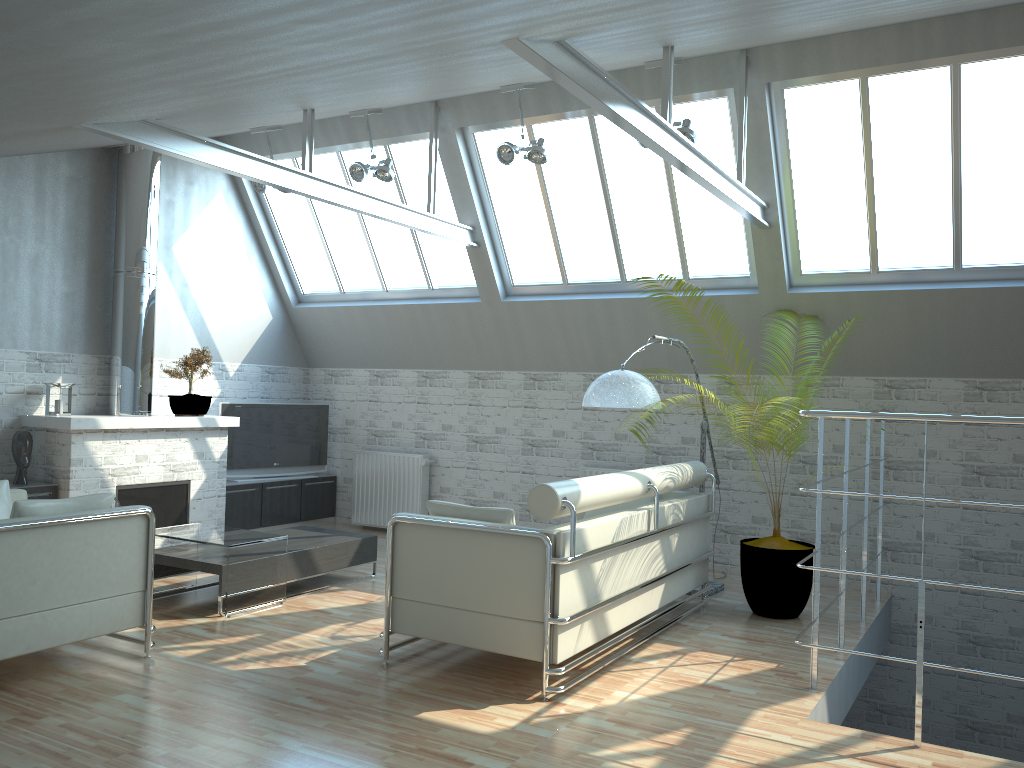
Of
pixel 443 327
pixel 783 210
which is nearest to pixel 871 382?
pixel 783 210

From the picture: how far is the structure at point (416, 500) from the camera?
17.5 meters

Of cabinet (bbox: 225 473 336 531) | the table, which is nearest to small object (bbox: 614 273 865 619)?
the table

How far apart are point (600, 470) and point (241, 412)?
7.0 meters

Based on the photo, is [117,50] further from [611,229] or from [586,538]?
[611,229]

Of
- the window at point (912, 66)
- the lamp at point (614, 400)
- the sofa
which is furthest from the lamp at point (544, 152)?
the sofa

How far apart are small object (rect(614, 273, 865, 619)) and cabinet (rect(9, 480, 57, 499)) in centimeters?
1011cm

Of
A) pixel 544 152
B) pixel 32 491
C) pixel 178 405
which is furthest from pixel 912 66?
→ pixel 32 491

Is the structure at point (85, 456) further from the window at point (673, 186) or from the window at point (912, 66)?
the window at point (912, 66)

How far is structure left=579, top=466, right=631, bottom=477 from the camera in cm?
1556
